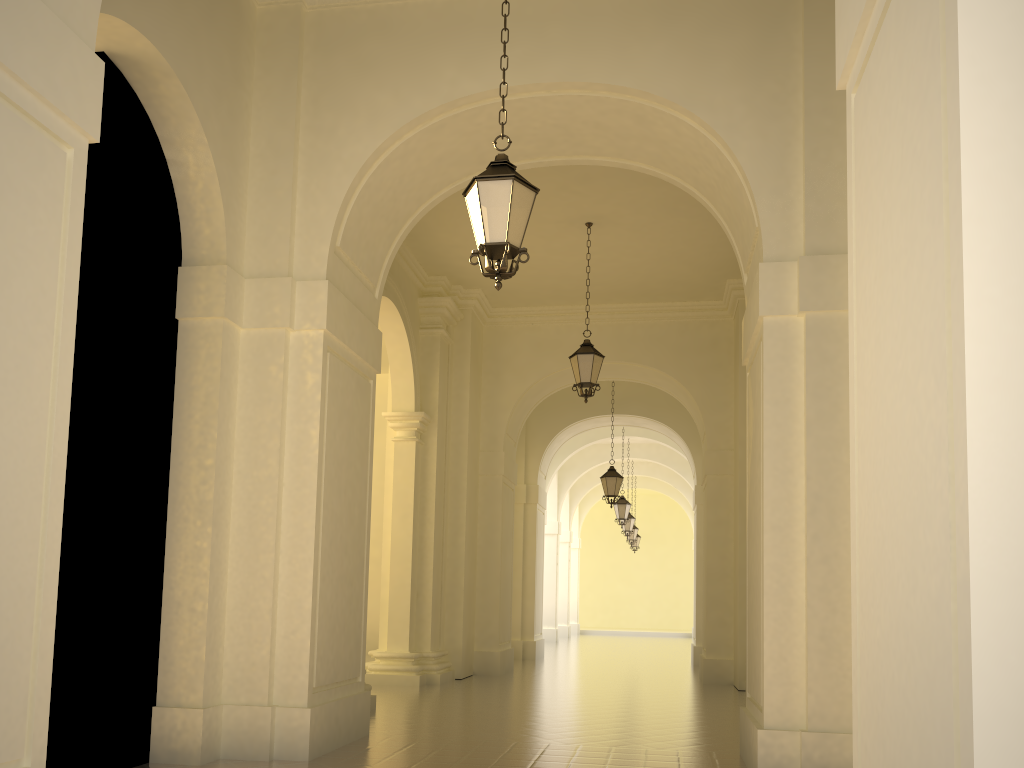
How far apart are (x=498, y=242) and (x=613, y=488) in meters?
12.9

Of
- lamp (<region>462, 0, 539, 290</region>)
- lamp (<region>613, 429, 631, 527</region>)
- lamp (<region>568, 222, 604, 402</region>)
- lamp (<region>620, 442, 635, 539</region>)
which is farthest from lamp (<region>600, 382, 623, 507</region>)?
lamp (<region>462, 0, 539, 290</region>)

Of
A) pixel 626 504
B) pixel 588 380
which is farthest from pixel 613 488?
pixel 588 380

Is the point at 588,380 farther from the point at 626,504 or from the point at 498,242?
the point at 626,504

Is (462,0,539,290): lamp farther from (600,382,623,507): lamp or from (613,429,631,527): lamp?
(613,429,631,527): lamp

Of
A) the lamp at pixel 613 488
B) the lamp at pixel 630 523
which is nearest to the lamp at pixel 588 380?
the lamp at pixel 613 488

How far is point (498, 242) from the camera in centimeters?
567cm

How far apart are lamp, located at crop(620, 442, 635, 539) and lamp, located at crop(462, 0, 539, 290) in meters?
21.6 m

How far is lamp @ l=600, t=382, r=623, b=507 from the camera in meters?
18.1 m

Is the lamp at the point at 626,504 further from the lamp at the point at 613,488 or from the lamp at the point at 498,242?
the lamp at the point at 498,242
